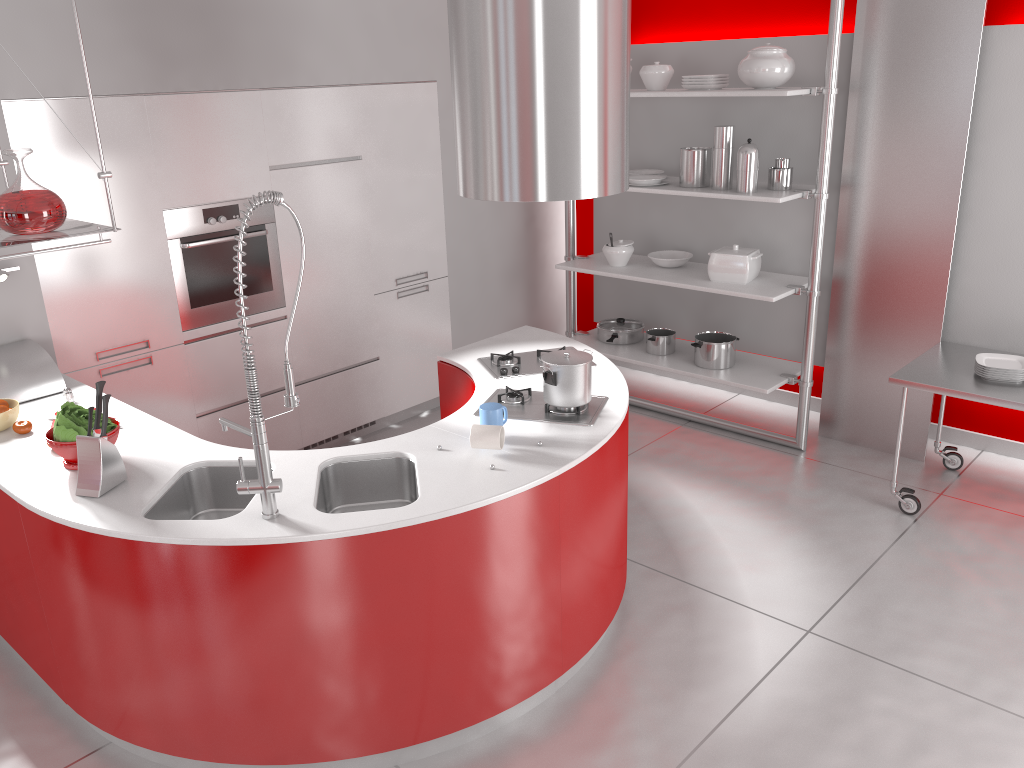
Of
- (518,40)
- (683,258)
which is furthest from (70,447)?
(683,258)

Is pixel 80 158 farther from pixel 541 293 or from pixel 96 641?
pixel 541 293

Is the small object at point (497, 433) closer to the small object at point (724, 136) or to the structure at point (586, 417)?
the structure at point (586, 417)

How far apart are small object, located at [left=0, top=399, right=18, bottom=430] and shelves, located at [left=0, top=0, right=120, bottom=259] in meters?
0.7

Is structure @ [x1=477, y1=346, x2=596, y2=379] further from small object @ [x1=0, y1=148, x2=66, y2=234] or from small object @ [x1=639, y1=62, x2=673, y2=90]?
small object @ [x1=639, y1=62, x2=673, y2=90]

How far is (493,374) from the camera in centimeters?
370cm

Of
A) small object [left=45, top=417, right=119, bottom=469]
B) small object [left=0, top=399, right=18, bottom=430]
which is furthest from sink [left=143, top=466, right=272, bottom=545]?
small object [left=0, top=399, right=18, bottom=430]

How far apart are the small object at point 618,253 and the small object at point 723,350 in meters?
0.6 m

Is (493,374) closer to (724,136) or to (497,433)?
(497,433)

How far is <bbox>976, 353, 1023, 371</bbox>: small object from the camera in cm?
403
